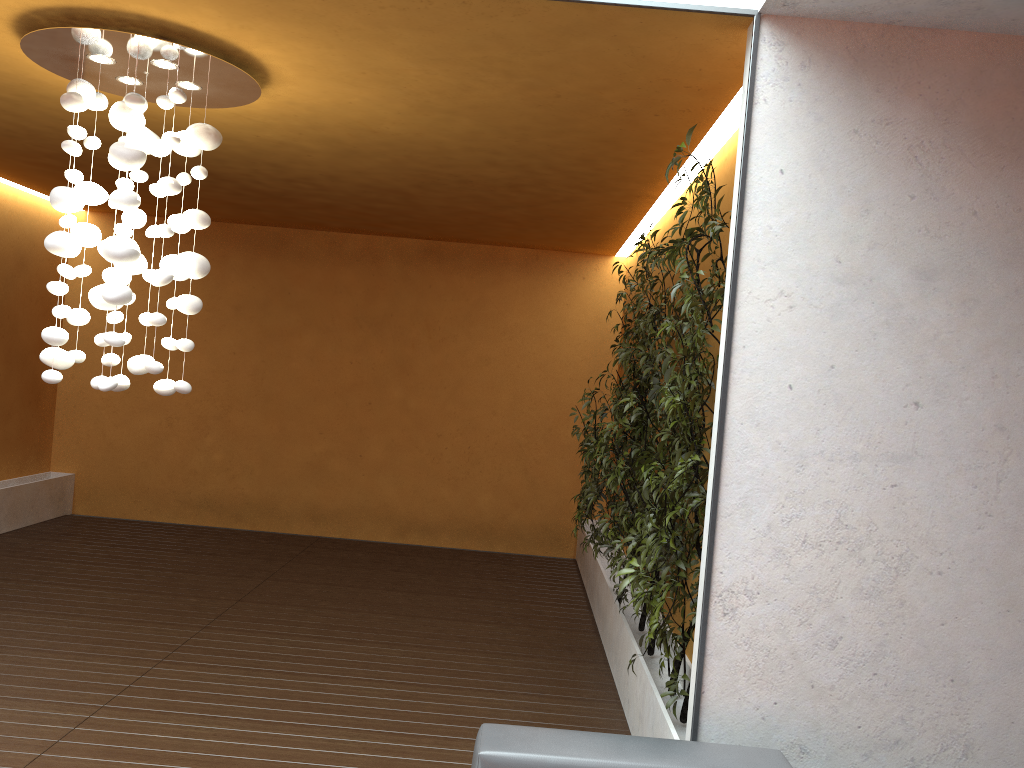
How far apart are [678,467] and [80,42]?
3.0 meters

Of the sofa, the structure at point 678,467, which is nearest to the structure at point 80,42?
the structure at point 678,467

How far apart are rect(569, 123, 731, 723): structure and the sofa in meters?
0.6

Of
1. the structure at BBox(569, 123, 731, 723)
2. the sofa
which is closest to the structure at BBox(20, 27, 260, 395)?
the structure at BBox(569, 123, 731, 723)

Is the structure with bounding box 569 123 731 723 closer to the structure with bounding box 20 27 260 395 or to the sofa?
the sofa

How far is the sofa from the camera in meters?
2.5 m

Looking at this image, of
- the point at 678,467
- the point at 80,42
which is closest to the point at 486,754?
the point at 678,467

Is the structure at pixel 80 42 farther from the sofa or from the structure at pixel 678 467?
the sofa

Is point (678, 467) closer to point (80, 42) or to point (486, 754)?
point (486, 754)

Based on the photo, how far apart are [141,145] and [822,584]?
3.17m
